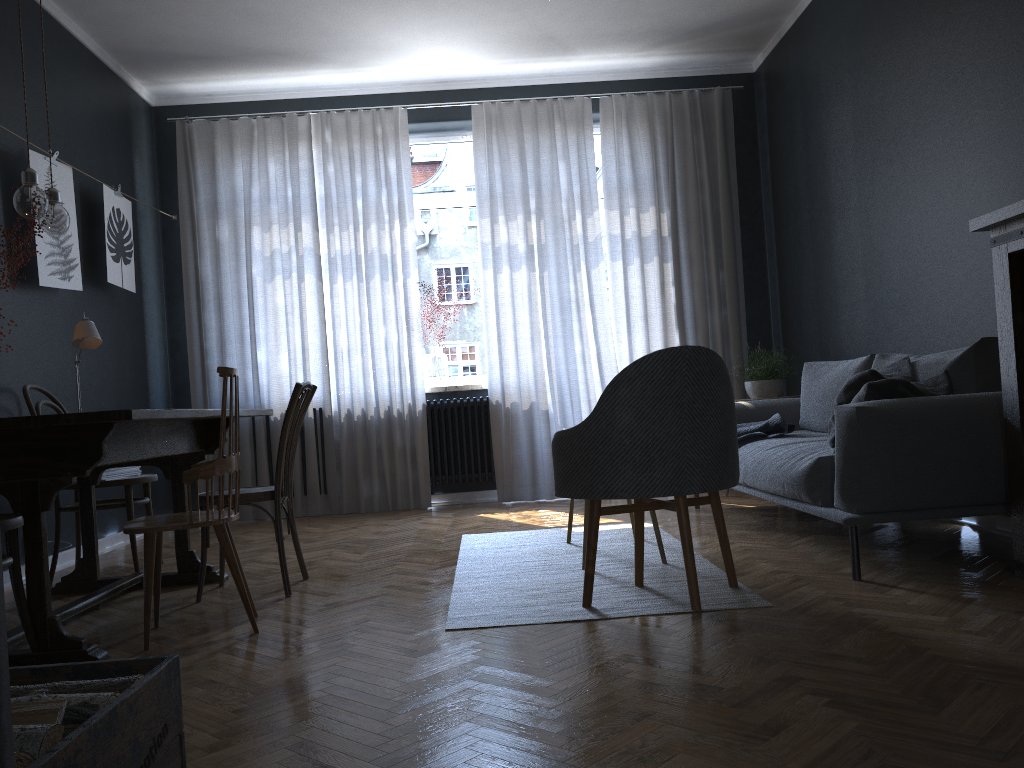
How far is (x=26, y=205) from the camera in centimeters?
305cm

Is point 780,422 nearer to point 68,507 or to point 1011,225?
point 1011,225

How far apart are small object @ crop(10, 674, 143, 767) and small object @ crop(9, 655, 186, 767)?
0.0 meters

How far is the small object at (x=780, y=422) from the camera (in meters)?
4.34

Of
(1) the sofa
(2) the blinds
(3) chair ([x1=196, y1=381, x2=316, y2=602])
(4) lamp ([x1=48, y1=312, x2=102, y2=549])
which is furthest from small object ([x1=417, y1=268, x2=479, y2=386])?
(4) lamp ([x1=48, y1=312, x2=102, y2=549])

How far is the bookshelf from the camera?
2.76m

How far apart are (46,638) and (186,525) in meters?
0.5

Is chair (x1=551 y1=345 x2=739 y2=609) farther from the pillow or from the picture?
the picture

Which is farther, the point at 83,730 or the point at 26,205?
the point at 26,205

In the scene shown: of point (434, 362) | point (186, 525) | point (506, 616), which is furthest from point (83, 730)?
point (434, 362)
